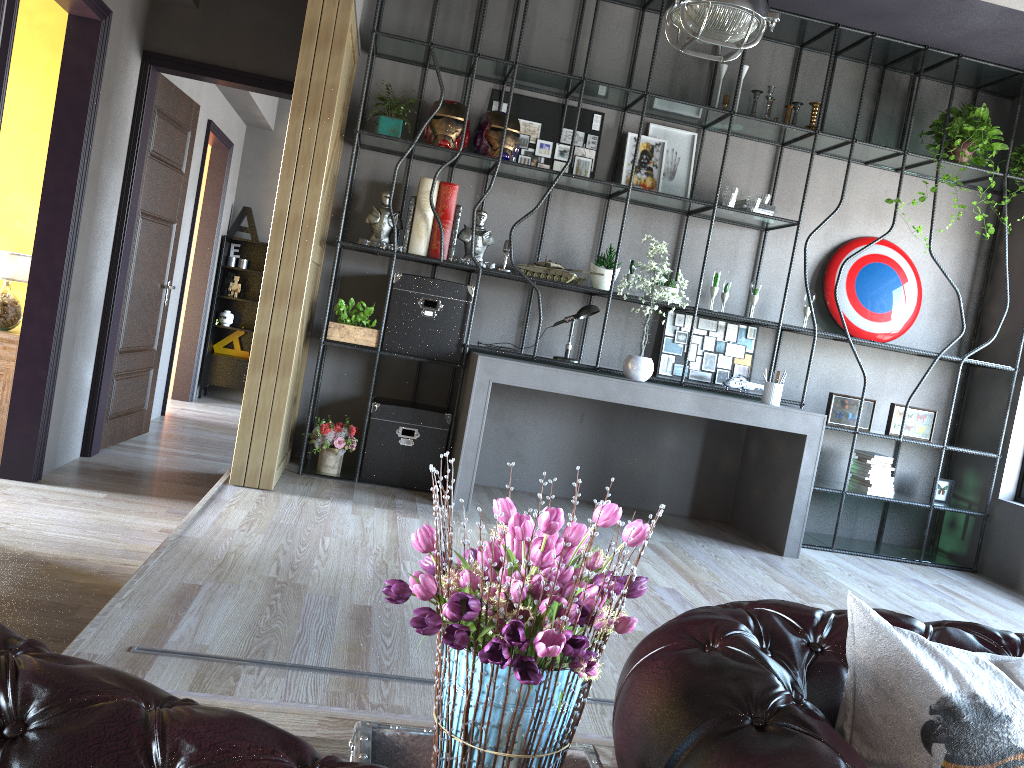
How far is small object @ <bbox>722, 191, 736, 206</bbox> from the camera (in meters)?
5.50

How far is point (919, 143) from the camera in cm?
613

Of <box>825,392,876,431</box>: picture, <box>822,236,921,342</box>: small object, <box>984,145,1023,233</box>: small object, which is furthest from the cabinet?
<box>984,145,1023,233</box>: small object

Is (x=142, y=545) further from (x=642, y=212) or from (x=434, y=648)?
(x=642, y=212)

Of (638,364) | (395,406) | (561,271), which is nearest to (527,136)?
(561,271)

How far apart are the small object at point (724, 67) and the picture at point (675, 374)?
1.61m

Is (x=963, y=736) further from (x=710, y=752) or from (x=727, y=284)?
(x=727, y=284)

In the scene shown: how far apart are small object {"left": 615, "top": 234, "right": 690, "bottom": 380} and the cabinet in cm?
337

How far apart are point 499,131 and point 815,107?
2.06m

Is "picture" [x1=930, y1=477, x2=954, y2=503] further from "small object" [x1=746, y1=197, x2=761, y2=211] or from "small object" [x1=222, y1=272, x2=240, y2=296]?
"small object" [x1=222, y1=272, x2=240, y2=296]
